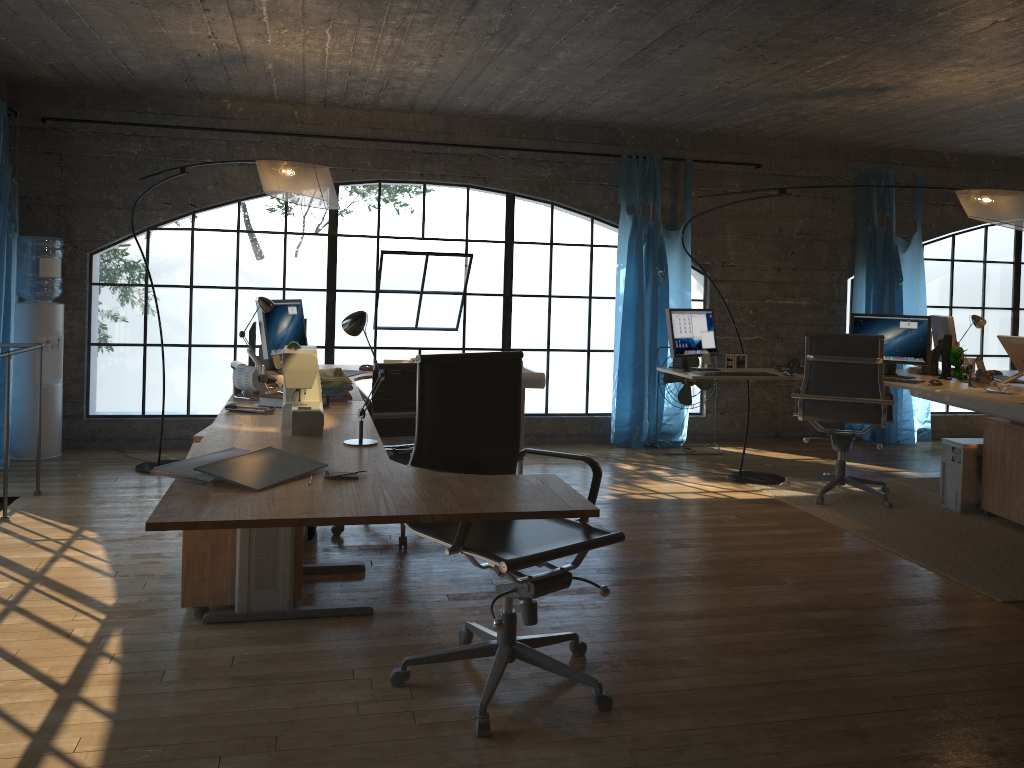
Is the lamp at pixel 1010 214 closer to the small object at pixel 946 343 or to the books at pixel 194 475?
the small object at pixel 946 343

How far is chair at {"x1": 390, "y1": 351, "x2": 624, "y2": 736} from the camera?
2.61m

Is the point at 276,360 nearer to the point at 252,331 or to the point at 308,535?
the point at 252,331

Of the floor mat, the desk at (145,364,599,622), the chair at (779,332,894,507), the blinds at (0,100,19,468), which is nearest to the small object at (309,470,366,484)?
the desk at (145,364,599,622)

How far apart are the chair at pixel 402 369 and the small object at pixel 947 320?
3.43m

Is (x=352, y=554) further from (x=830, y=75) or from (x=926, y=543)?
(x=830, y=75)

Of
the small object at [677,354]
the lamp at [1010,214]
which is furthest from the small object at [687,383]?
the small object at [677,354]

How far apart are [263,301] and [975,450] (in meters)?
4.06

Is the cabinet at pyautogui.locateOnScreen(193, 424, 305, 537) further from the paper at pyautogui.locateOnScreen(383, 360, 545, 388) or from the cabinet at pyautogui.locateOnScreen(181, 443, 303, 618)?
the paper at pyautogui.locateOnScreen(383, 360, 545, 388)

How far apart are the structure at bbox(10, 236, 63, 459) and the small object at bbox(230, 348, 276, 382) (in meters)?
2.37
